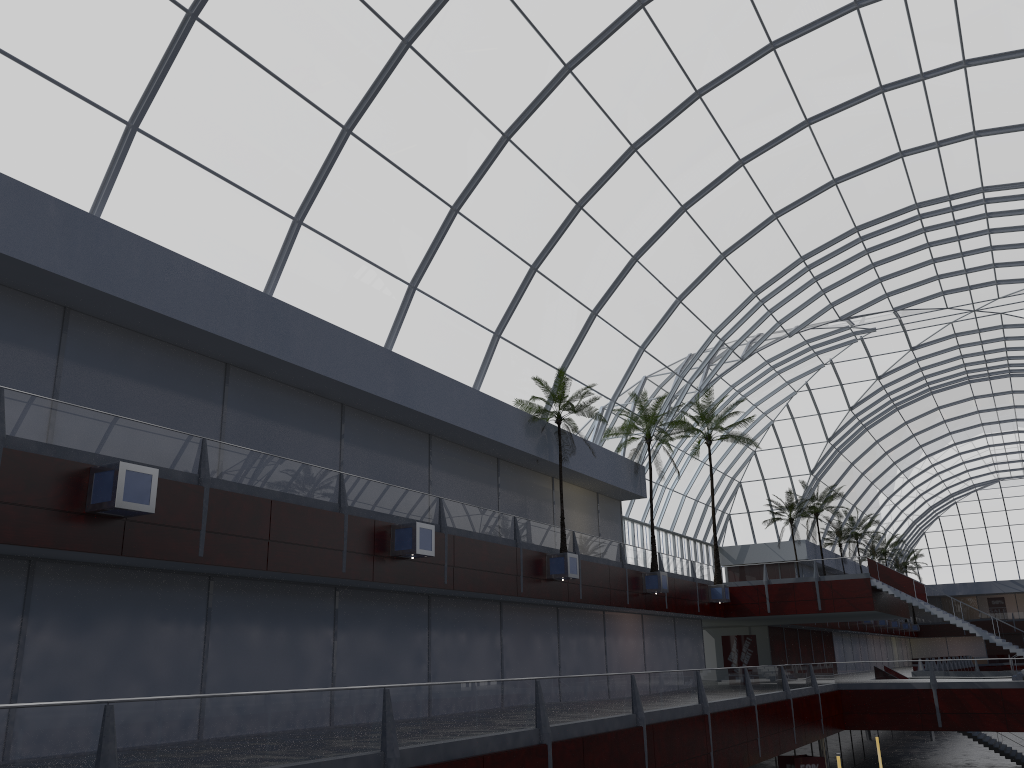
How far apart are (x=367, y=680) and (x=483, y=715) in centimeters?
1225cm

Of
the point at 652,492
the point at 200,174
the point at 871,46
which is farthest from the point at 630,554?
the point at 200,174
